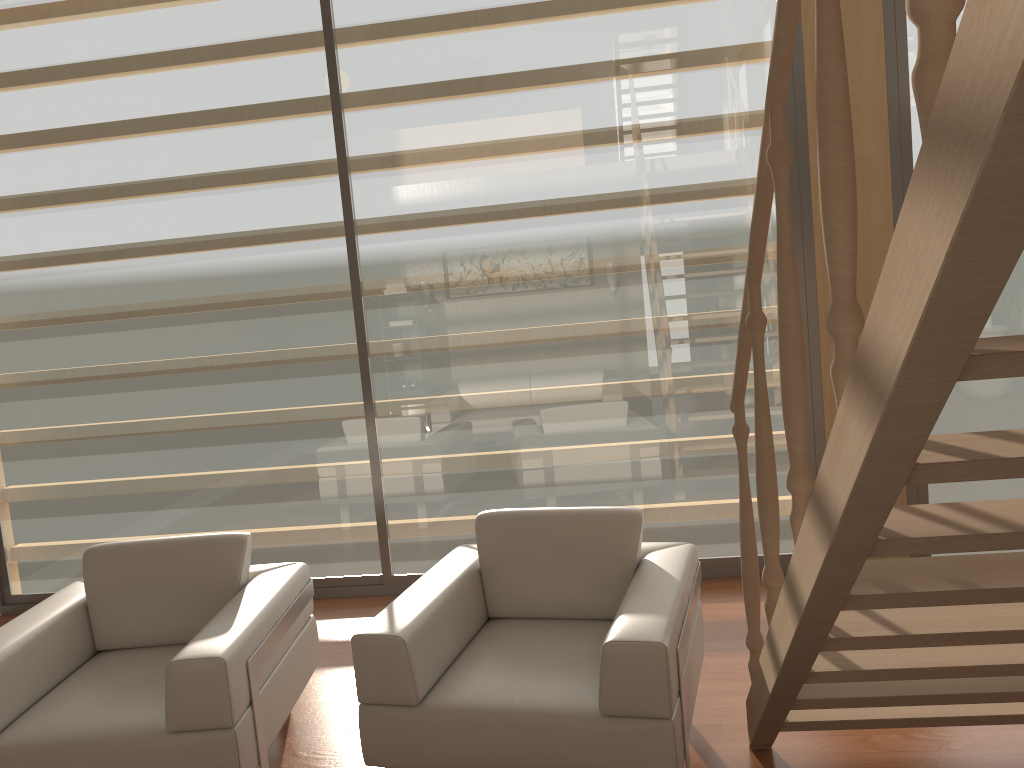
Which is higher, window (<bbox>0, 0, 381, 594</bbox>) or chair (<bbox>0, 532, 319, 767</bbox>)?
window (<bbox>0, 0, 381, 594</bbox>)

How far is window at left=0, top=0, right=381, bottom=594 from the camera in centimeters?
442cm

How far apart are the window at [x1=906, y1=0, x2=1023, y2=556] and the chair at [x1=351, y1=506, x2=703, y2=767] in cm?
186

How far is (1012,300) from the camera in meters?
4.1

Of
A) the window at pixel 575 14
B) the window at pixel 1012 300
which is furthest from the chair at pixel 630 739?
the window at pixel 1012 300

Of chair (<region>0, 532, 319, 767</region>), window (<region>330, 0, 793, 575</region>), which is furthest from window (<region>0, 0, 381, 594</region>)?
chair (<region>0, 532, 319, 767</region>)

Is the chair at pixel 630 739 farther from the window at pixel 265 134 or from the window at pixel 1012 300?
the window at pixel 1012 300

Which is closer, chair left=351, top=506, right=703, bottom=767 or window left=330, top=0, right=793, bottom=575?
chair left=351, top=506, right=703, bottom=767

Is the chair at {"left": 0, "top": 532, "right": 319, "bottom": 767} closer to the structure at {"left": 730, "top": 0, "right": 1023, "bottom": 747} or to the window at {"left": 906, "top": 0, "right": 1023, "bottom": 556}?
the structure at {"left": 730, "top": 0, "right": 1023, "bottom": 747}

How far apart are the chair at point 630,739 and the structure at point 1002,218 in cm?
17
